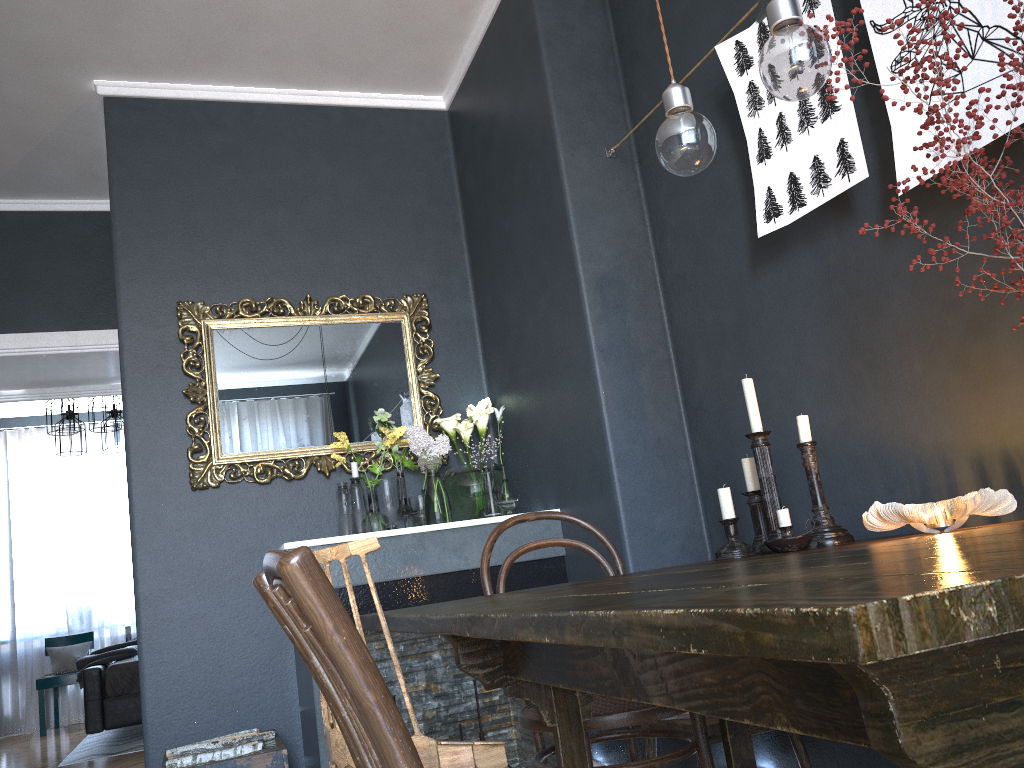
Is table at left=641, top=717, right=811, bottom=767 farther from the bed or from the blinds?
the blinds

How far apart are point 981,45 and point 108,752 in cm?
620

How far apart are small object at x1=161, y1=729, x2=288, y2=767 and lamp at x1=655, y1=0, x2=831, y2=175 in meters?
2.2

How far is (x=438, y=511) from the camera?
3.42m

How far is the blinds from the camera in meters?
8.0 m

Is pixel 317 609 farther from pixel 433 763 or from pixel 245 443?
pixel 245 443

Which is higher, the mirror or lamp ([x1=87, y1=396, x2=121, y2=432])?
lamp ([x1=87, y1=396, x2=121, y2=432])

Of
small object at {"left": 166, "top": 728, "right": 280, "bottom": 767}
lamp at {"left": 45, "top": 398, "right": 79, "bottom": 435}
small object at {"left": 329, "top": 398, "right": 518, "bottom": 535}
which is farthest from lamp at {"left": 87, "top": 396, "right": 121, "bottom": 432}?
small object at {"left": 166, "top": 728, "right": 280, "bottom": 767}

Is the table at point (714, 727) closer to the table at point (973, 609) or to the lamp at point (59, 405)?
the table at point (973, 609)

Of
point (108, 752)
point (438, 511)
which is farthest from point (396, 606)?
point (108, 752)
